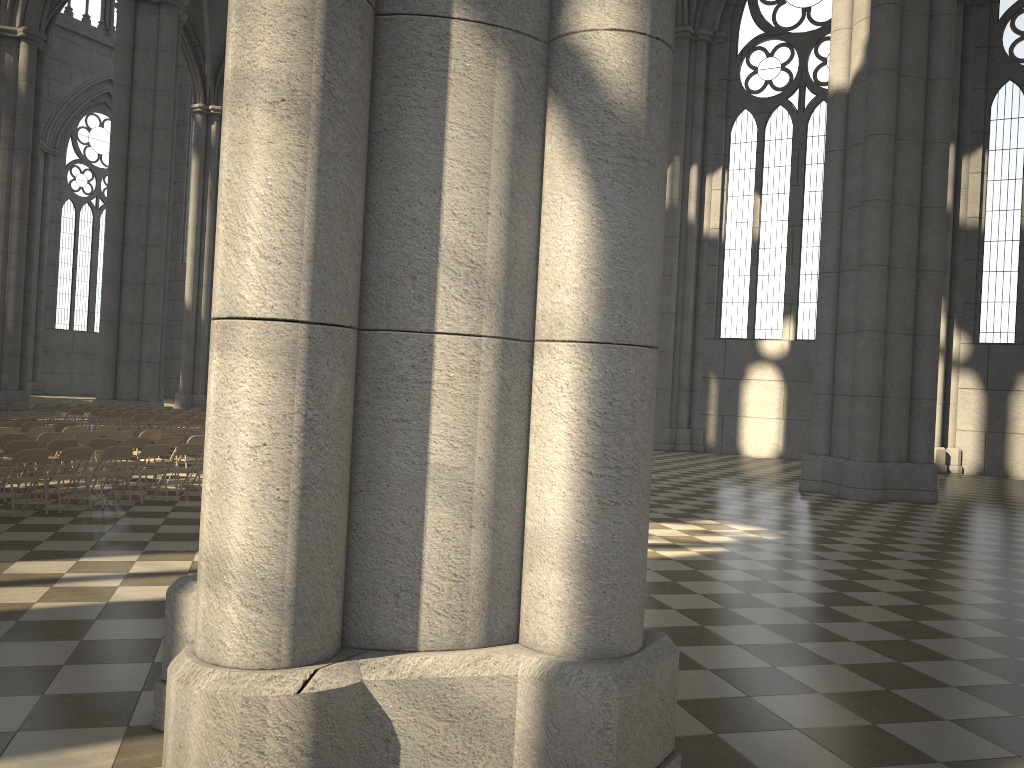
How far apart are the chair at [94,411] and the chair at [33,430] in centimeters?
766cm

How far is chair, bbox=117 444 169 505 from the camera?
11.95m

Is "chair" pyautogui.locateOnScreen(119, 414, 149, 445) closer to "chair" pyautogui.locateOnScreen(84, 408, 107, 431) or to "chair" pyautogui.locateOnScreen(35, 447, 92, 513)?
"chair" pyautogui.locateOnScreen(84, 408, 107, 431)

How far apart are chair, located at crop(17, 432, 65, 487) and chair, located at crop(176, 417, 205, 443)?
6.5m

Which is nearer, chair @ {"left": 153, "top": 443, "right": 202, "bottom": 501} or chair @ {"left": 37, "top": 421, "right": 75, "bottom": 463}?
chair @ {"left": 153, "top": 443, "right": 202, "bottom": 501}

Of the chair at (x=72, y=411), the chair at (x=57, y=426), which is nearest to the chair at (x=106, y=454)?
the chair at (x=57, y=426)

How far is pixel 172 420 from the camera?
19.30m

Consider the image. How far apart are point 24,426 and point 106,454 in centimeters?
492cm

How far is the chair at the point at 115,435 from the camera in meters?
14.1 m

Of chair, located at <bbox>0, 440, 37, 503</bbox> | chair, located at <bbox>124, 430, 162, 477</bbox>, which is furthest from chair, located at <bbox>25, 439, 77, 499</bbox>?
chair, located at <bbox>124, 430, 162, 477</bbox>
